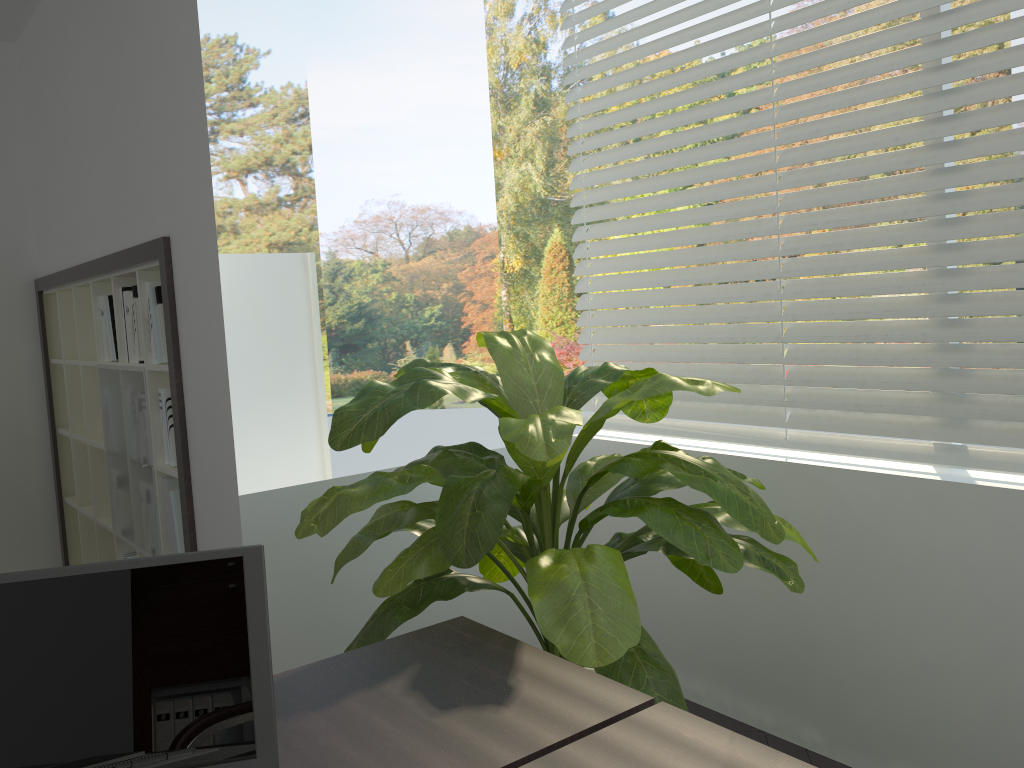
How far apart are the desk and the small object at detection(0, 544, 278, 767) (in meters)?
0.07

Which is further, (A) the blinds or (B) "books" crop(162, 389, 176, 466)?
(B) "books" crop(162, 389, 176, 466)

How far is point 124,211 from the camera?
3.0m

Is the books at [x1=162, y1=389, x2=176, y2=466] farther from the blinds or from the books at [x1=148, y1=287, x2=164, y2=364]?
the blinds

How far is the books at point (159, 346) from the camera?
2.9 meters

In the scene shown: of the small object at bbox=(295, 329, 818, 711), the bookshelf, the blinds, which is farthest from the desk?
the bookshelf

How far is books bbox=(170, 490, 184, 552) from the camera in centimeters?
297cm

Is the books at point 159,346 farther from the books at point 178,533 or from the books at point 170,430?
the books at point 178,533

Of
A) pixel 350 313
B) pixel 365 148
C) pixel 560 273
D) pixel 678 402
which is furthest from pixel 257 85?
pixel 678 402

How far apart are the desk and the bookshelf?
1.5m
